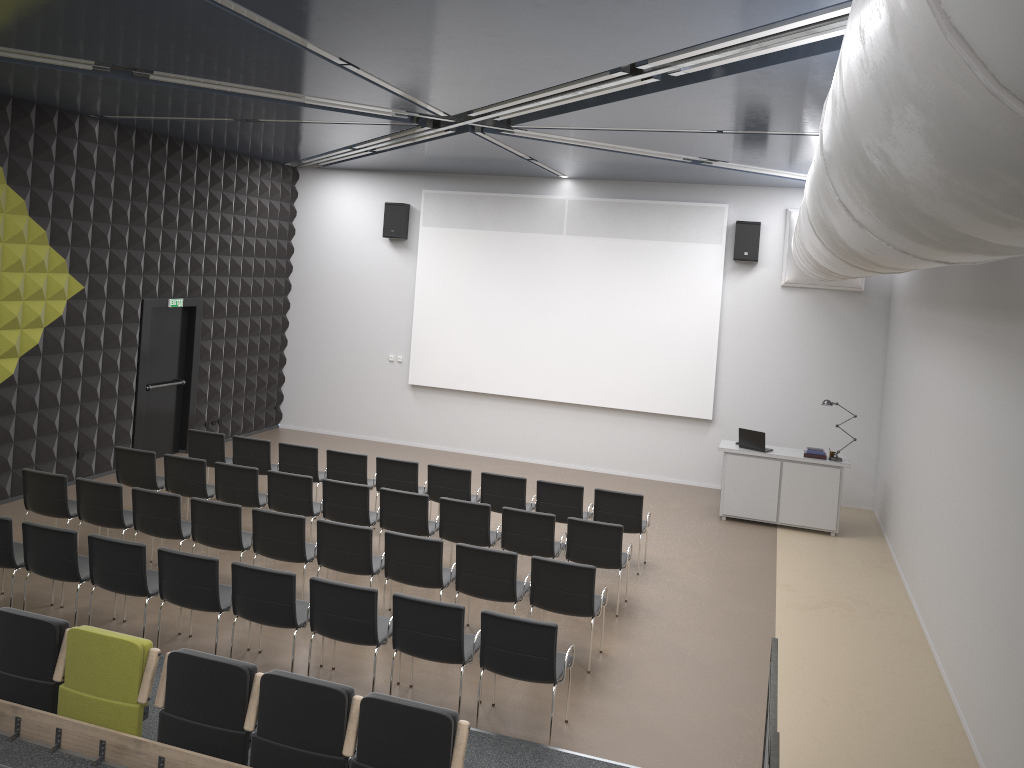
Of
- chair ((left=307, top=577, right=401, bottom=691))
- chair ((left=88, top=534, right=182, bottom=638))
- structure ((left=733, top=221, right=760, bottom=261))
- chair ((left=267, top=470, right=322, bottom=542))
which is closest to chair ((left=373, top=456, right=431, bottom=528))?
chair ((left=267, top=470, right=322, bottom=542))

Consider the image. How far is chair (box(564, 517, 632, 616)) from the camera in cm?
870

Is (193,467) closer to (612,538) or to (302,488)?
(302,488)

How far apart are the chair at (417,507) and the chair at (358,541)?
0.8 meters

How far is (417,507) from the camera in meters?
9.3

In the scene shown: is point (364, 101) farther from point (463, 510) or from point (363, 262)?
point (363, 262)

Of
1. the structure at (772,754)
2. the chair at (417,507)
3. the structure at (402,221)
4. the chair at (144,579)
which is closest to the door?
the structure at (402,221)

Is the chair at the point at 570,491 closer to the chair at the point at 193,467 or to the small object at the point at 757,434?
the small object at the point at 757,434

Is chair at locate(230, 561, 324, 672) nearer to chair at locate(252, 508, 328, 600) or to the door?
chair at locate(252, 508, 328, 600)

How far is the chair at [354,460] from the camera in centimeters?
1087cm
